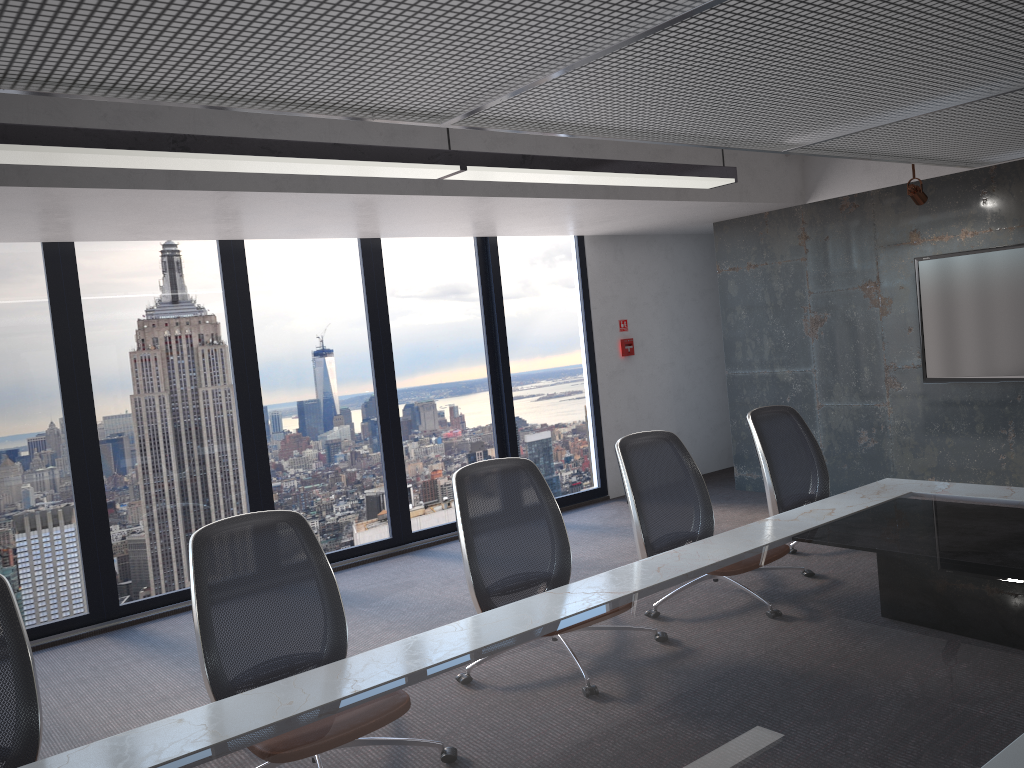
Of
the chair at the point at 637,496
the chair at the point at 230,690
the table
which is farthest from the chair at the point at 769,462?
the chair at the point at 230,690

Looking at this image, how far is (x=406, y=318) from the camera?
7.4 meters

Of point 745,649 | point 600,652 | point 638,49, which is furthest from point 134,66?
point 745,649

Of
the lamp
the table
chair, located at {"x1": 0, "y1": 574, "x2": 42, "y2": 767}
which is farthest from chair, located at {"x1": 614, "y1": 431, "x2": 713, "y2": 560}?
chair, located at {"x1": 0, "y1": 574, "x2": 42, "y2": 767}

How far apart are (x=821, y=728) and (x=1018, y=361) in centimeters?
523cm

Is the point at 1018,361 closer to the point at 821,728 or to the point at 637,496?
the point at 637,496

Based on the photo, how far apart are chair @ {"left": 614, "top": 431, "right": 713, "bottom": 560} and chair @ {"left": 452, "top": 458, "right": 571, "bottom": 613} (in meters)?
0.36

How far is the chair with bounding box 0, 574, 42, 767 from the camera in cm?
240

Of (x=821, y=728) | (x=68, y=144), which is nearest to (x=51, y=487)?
(x=68, y=144)

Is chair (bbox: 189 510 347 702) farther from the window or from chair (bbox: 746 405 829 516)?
the window
